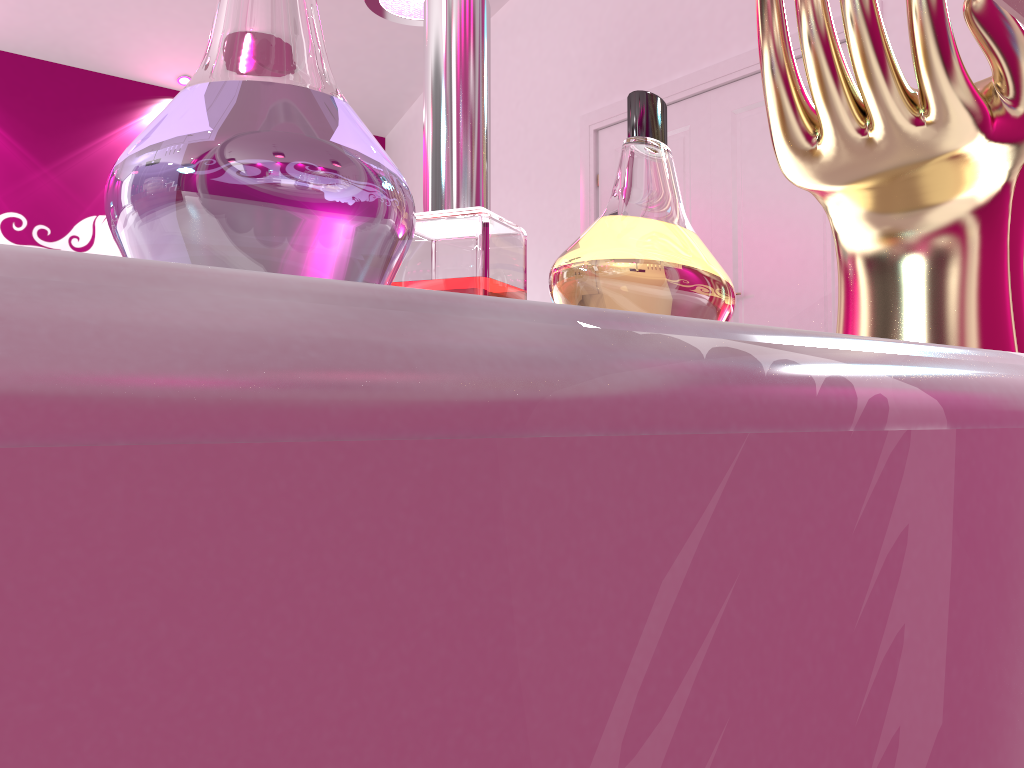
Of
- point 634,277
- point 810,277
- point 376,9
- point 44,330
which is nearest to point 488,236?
point 634,277

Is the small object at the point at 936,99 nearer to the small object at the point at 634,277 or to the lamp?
the small object at the point at 634,277

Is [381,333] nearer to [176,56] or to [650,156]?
[650,156]

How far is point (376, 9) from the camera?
3.0m

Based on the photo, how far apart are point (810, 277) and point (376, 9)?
1.9 meters

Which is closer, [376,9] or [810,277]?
[376,9]

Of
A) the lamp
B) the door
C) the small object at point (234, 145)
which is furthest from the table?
the door

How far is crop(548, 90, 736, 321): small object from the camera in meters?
0.2 m

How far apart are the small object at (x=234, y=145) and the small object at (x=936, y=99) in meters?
0.2

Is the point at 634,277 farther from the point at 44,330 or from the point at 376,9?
the point at 376,9
